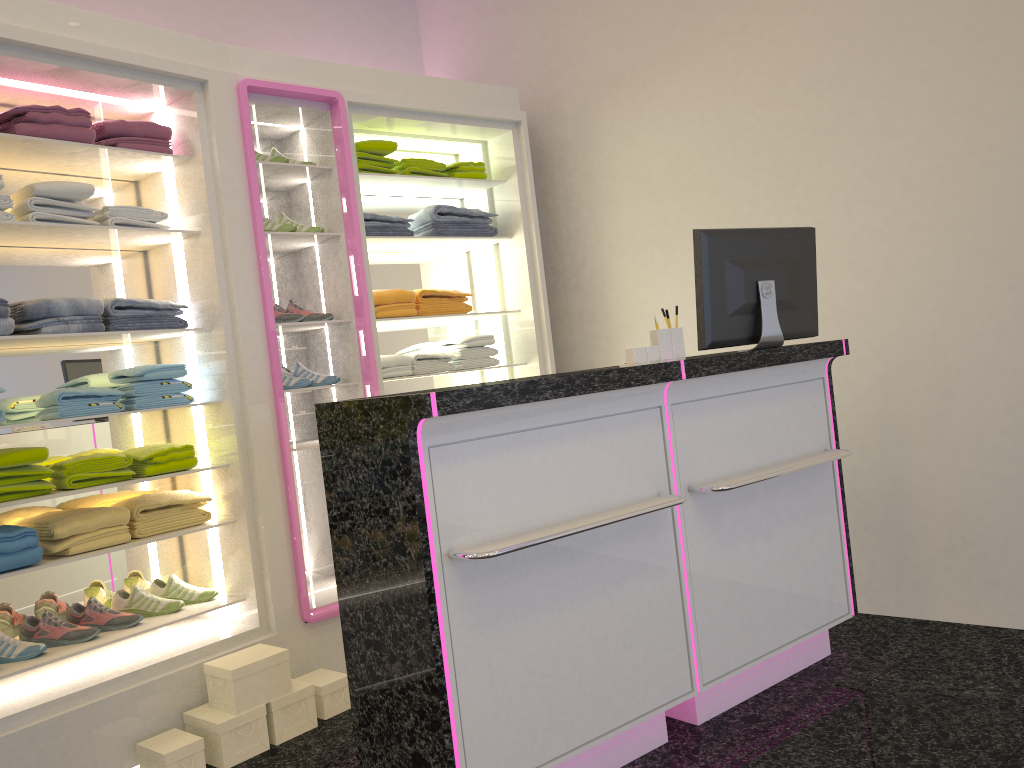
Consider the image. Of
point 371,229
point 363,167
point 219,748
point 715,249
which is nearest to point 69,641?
point 219,748

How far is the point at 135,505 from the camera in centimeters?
340cm

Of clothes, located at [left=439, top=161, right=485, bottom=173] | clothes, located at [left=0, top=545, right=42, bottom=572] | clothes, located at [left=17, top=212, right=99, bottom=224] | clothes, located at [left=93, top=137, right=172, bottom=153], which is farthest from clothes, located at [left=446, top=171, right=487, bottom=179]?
clothes, located at [left=0, top=545, right=42, bottom=572]

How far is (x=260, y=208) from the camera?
3.6m

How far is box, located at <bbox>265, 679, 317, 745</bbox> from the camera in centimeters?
322cm

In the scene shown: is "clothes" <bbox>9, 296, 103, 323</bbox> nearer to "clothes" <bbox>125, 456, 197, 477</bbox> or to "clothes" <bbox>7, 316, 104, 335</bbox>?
"clothes" <bbox>7, 316, 104, 335</bbox>

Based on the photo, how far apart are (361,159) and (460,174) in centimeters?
57cm

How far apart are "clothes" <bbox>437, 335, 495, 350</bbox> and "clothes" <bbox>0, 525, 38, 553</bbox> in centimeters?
219cm

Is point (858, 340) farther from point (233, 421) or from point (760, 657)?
point (233, 421)

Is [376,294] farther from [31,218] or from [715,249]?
[715,249]
